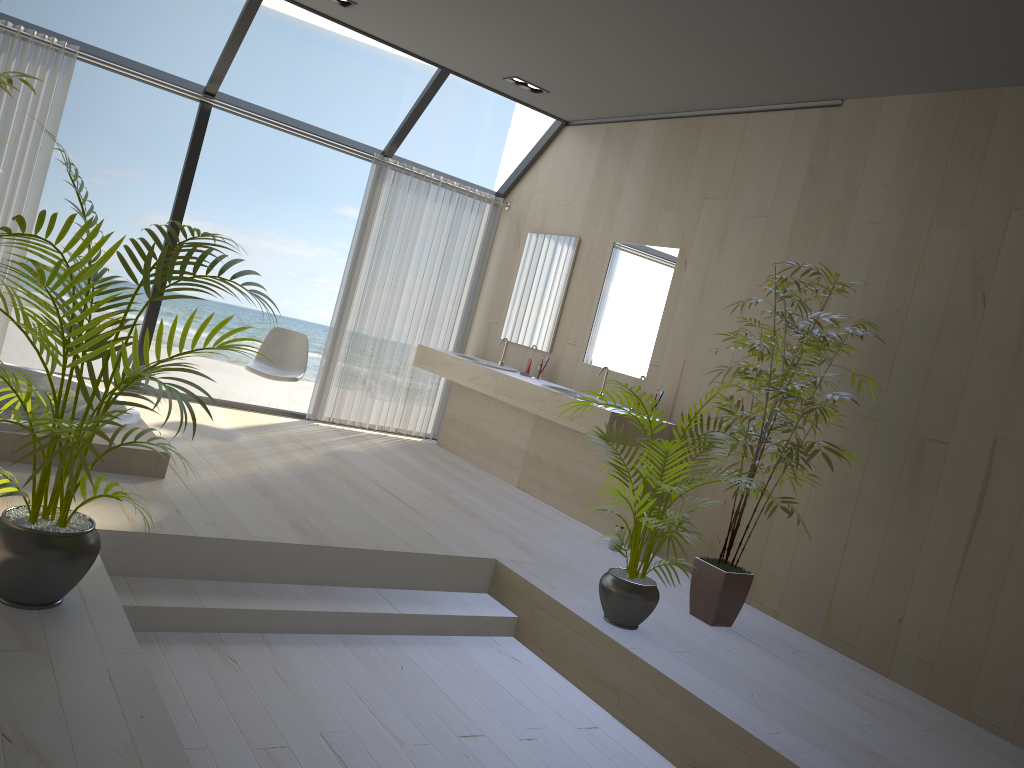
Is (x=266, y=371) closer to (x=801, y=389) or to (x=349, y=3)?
(x=349, y=3)

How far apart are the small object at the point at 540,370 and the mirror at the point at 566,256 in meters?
0.2 m

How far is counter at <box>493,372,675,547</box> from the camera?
5.46m

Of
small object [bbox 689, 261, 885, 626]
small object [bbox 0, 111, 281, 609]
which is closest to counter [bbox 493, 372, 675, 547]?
small object [bbox 689, 261, 885, 626]

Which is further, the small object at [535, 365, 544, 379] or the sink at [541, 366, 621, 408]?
the small object at [535, 365, 544, 379]

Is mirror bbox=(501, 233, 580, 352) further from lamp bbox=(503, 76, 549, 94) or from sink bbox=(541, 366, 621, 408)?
lamp bbox=(503, 76, 549, 94)

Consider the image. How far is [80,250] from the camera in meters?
2.3

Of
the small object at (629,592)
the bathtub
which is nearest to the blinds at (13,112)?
the bathtub

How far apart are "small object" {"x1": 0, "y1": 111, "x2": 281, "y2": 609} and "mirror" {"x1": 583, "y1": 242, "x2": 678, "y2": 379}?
3.4 meters

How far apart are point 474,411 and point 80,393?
2.87m
